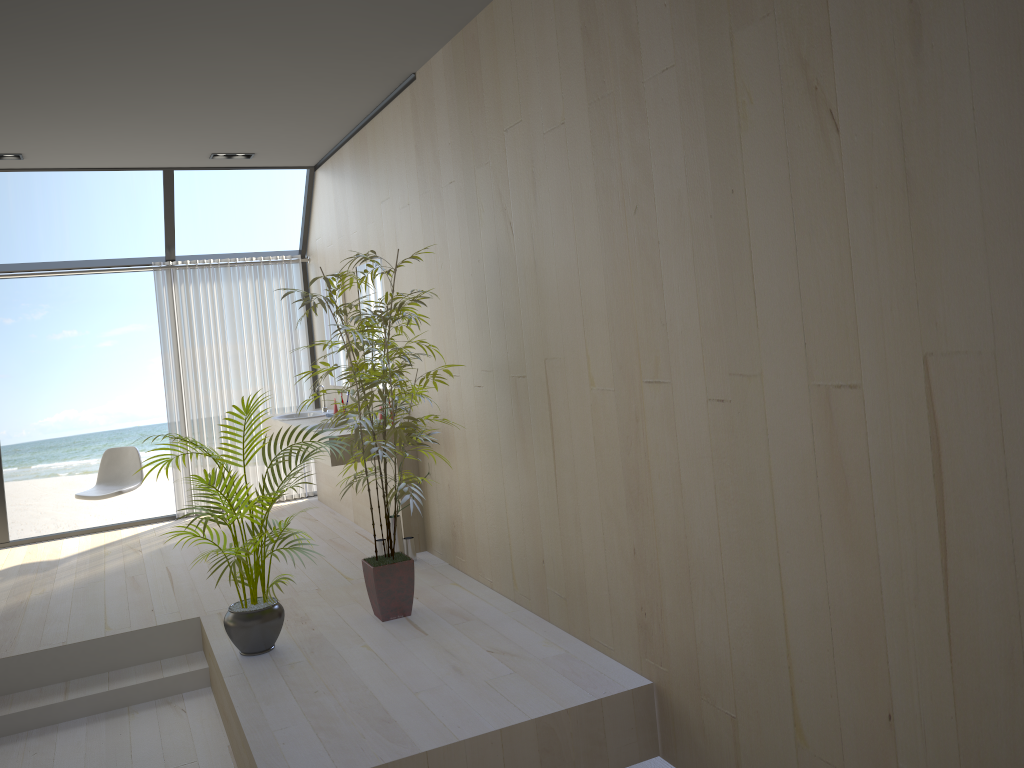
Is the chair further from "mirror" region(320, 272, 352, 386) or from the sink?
"mirror" region(320, 272, 352, 386)

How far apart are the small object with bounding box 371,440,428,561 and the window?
2.9 meters

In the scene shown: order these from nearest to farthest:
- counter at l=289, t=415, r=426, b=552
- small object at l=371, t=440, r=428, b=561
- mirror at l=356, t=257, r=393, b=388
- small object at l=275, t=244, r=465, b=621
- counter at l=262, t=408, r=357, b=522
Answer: small object at l=275, t=244, r=465, b=621 → small object at l=371, t=440, r=428, b=561 → counter at l=289, t=415, r=426, b=552 → mirror at l=356, t=257, r=393, b=388 → counter at l=262, t=408, r=357, b=522

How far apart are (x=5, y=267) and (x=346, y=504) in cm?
319

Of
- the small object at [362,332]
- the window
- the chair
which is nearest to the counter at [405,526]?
the small object at [362,332]

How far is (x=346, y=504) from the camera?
6.68m

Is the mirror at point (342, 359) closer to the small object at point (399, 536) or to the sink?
the sink

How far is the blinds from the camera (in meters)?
7.19

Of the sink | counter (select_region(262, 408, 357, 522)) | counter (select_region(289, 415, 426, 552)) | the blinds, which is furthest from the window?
counter (select_region(289, 415, 426, 552))

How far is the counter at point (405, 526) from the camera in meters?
5.4 m
